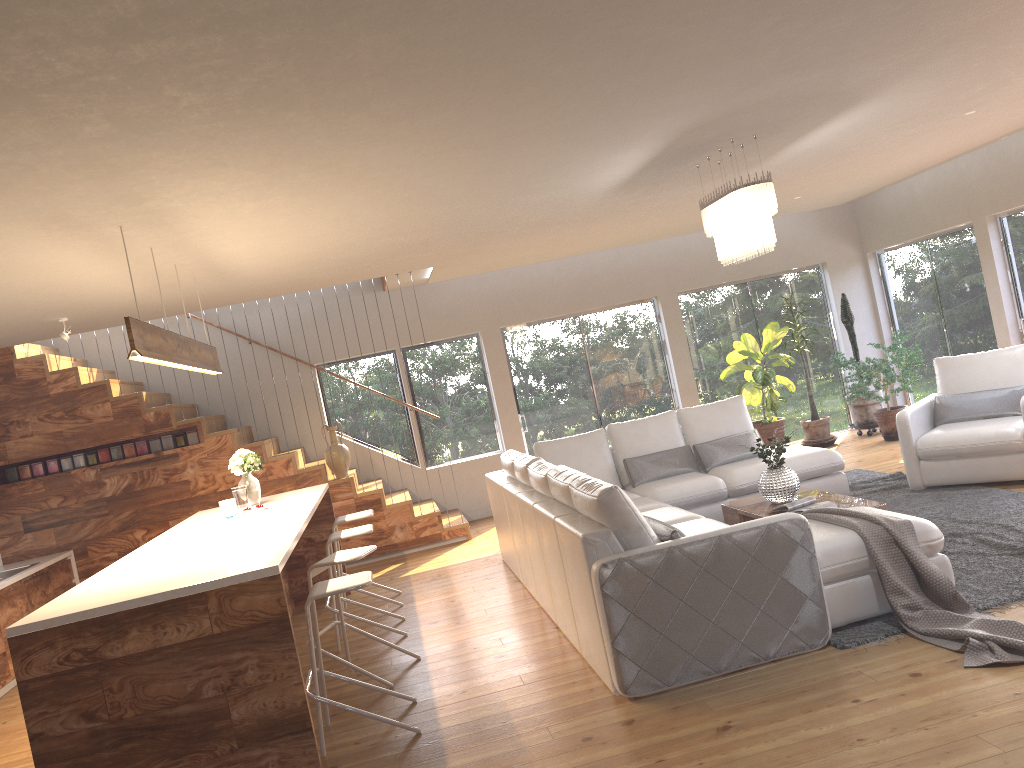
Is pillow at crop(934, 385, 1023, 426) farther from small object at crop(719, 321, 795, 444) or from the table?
small object at crop(719, 321, 795, 444)

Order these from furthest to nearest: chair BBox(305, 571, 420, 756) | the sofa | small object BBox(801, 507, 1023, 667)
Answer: chair BBox(305, 571, 420, 756)
the sofa
small object BBox(801, 507, 1023, 667)

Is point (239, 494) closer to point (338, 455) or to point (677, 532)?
point (338, 455)

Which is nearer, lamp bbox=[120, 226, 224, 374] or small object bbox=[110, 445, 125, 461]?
lamp bbox=[120, 226, 224, 374]

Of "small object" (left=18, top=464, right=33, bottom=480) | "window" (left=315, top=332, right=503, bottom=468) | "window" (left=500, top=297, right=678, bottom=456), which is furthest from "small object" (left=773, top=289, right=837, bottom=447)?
"small object" (left=18, top=464, right=33, bottom=480)

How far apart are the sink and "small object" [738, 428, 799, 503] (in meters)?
6.26

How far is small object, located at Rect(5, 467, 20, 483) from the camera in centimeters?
844cm

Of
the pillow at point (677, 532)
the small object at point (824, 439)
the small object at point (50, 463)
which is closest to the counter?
the small object at point (50, 463)

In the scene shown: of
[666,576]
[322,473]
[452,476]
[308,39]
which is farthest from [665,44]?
[452,476]

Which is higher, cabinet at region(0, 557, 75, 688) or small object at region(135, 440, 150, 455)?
small object at region(135, 440, 150, 455)
